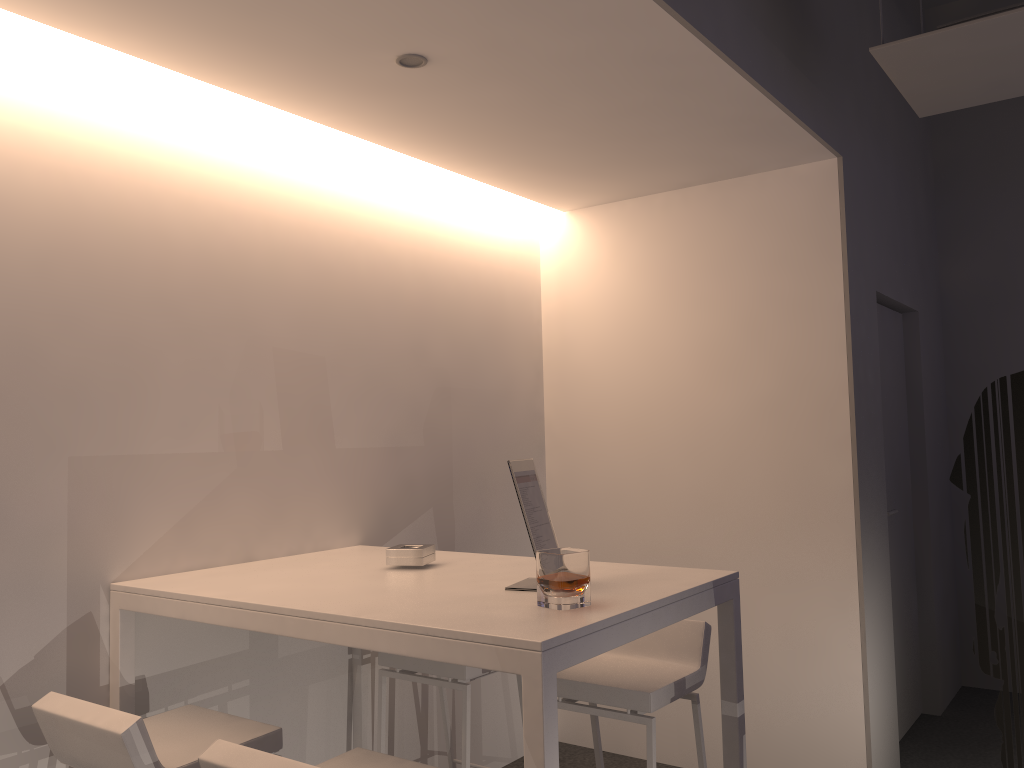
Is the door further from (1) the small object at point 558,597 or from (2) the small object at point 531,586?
(1) the small object at point 558,597

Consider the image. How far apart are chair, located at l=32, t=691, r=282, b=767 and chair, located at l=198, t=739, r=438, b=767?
0.3 meters

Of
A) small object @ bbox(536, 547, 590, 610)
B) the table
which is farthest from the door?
small object @ bbox(536, 547, 590, 610)

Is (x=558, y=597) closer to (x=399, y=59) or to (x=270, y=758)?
(x=270, y=758)

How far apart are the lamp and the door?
2.8 meters

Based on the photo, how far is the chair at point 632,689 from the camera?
2.6m

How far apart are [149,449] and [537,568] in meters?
1.3 m

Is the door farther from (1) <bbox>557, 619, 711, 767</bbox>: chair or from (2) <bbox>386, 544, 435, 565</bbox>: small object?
(2) <bbox>386, 544, 435, 565</bbox>: small object

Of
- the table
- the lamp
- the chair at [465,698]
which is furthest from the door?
the lamp

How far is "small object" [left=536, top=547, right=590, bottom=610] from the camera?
2.0 meters
